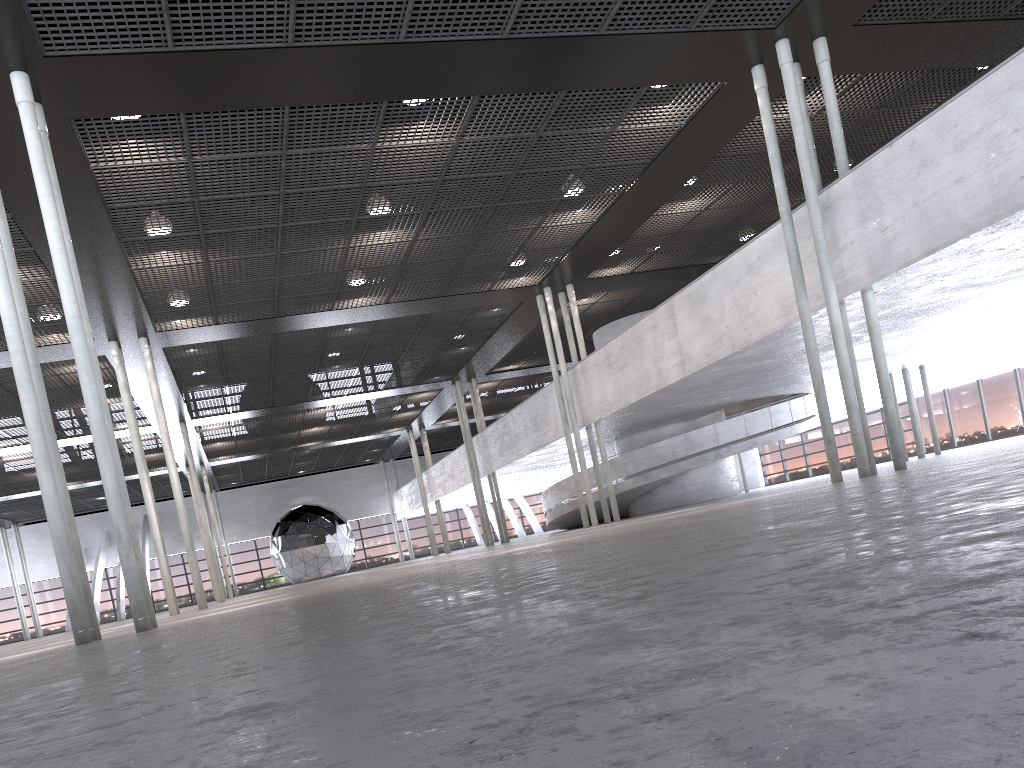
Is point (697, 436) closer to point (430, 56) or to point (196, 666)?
point (430, 56)
